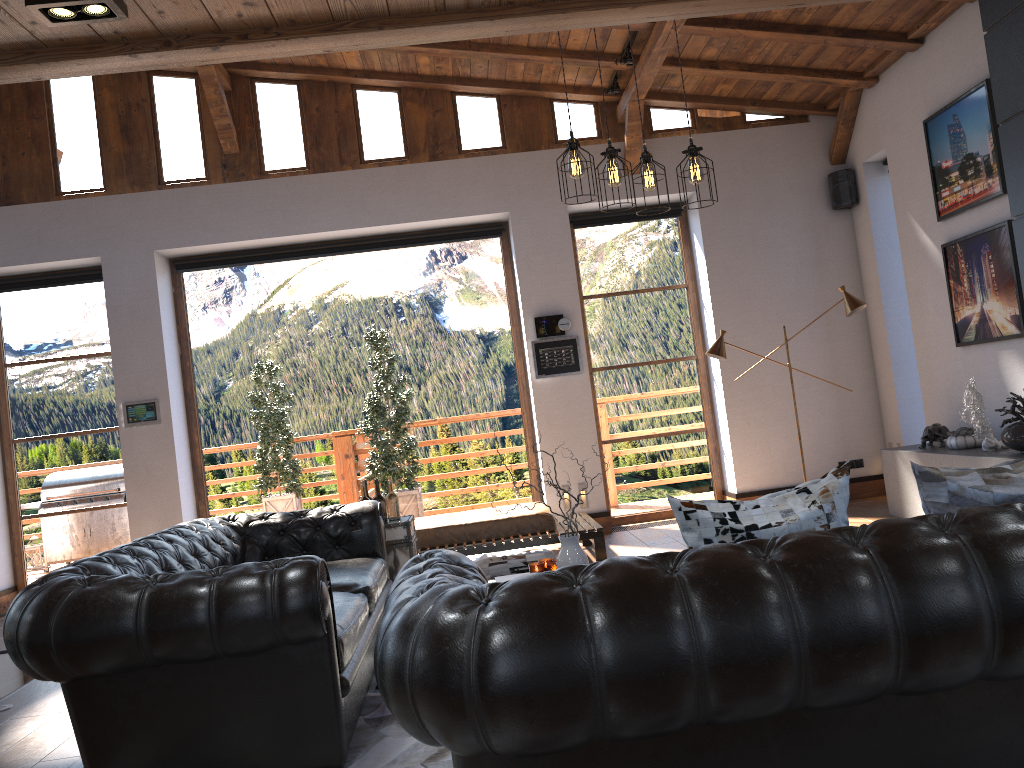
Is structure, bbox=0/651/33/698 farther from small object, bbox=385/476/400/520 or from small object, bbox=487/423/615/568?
small object, bbox=487/423/615/568

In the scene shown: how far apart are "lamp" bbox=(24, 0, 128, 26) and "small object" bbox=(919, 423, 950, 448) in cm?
603

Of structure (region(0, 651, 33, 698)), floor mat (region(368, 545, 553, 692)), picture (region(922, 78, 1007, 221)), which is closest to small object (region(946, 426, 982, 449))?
picture (region(922, 78, 1007, 221))

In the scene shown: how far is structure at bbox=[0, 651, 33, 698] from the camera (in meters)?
5.24

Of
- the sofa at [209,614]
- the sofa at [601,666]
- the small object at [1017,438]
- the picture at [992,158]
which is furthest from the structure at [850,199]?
the sofa at [601,666]

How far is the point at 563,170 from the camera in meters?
8.3 m

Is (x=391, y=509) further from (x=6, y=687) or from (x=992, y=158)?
(x=992, y=158)

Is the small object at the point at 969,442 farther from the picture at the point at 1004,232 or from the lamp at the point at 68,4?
the lamp at the point at 68,4

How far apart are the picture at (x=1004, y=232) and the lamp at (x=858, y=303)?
0.6m

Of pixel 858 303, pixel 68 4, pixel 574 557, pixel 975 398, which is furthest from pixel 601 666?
pixel 858 303
